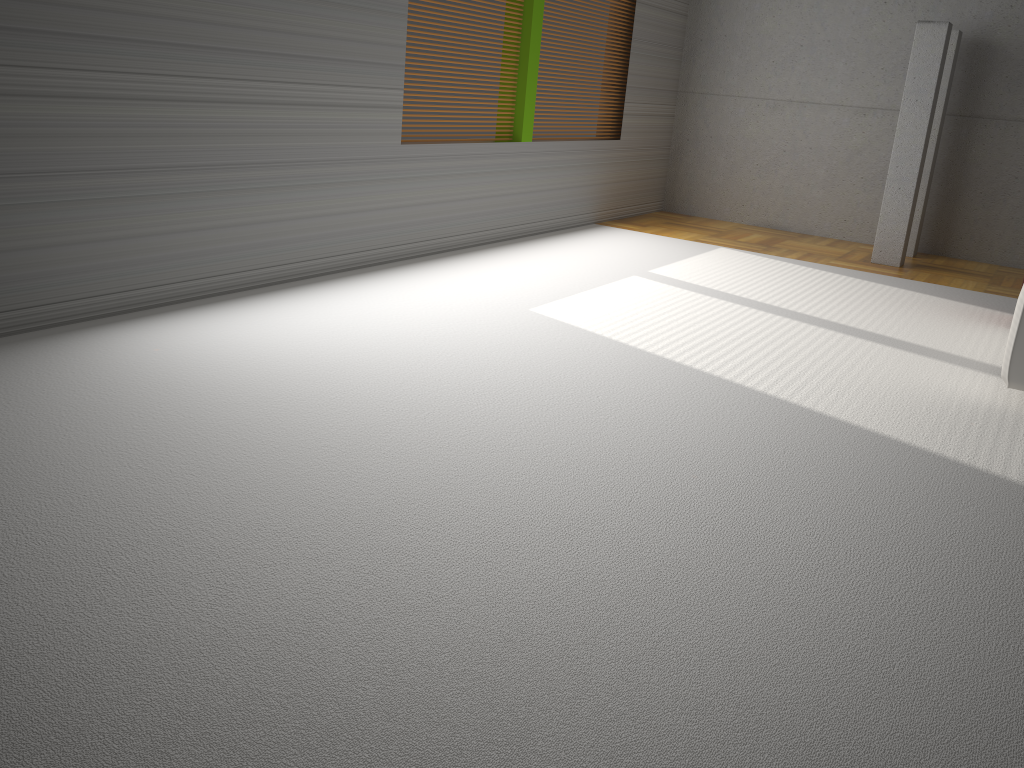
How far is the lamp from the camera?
5.9 meters

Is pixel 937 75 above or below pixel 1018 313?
above

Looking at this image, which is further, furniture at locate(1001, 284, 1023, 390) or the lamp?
the lamp

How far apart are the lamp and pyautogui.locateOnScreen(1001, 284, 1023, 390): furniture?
3.1m

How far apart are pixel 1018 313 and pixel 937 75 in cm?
328

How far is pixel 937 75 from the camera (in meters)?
5.90

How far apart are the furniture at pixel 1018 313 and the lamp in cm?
313

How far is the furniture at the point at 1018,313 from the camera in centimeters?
332cm

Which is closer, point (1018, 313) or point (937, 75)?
point (1018, 313)
